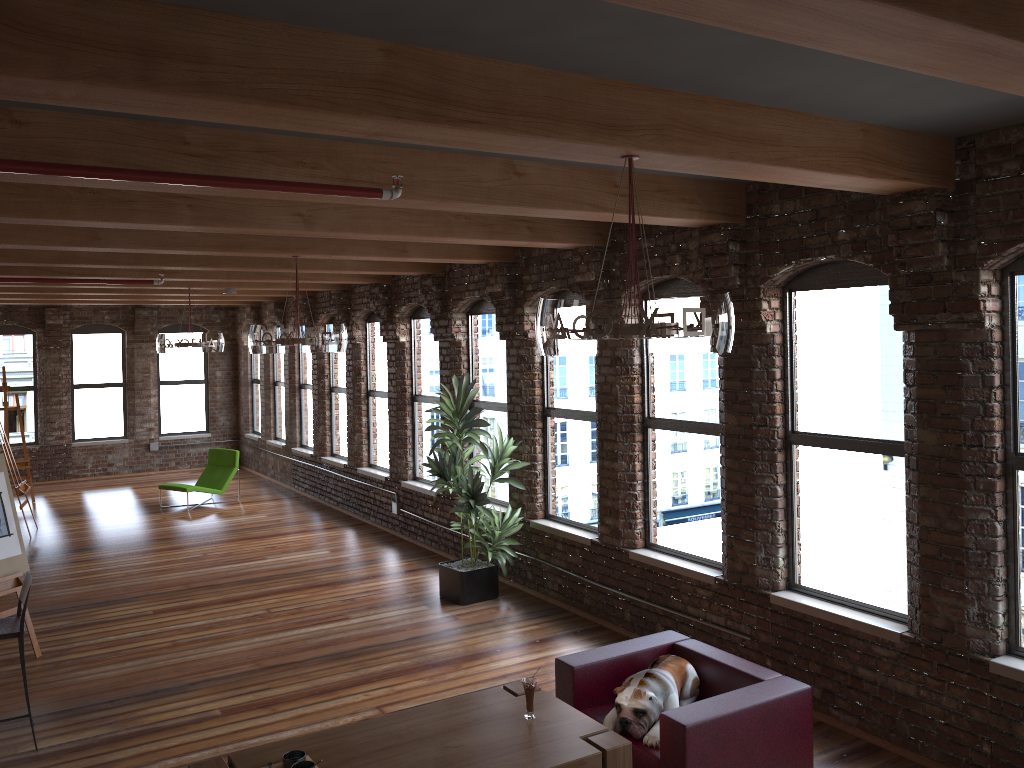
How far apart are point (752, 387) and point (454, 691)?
2.9m

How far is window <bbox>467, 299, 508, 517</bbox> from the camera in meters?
9.1 m

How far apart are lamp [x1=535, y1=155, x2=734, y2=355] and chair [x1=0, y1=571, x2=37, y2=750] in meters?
3.8 m

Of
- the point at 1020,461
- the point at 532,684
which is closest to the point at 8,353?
the point at 532,684

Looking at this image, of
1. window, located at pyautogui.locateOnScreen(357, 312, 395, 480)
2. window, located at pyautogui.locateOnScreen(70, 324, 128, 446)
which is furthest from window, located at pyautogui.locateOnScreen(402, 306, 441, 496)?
window, located at pyautogui.locateOnScreen(70, 324, 128, 446)

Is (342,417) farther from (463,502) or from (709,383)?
(709,383)

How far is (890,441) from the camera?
5.3m

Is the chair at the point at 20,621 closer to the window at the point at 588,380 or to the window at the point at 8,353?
the window at the point at 588,380

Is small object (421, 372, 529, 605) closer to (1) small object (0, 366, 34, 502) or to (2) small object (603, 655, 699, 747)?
(2) small object (603, 655, 699, 747)

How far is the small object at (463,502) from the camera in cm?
797
